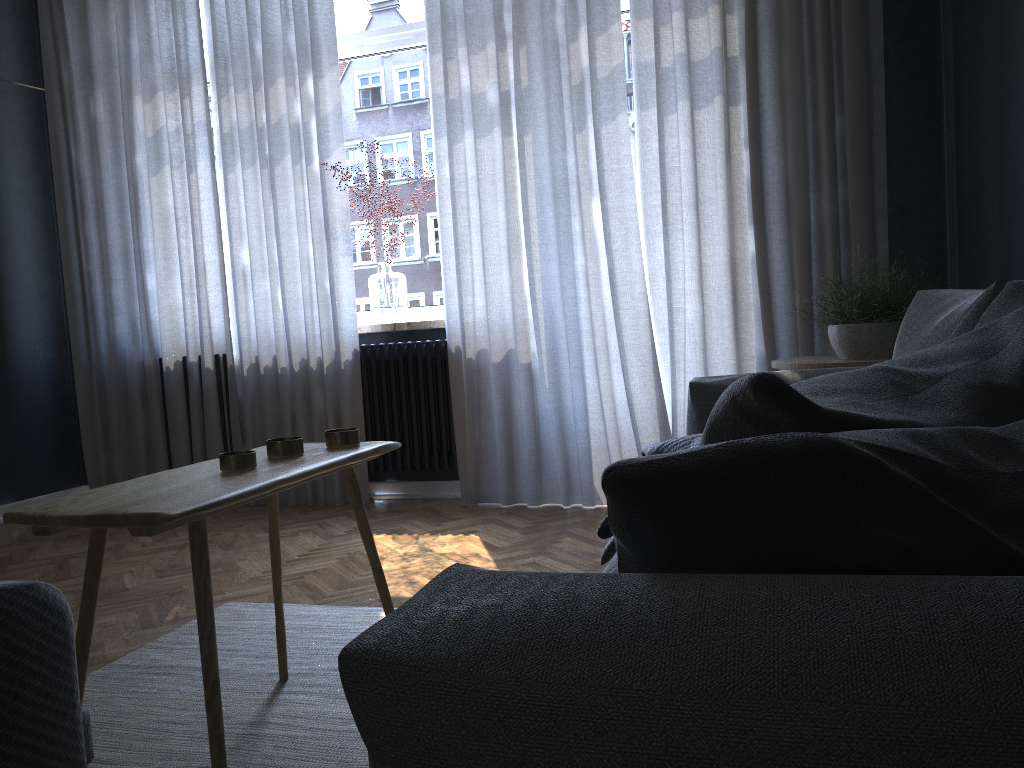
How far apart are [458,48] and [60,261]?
2.5 meters

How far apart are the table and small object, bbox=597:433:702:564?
0.5 meters

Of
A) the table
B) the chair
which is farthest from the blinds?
the chair

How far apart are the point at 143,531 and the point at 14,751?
0.5 meters

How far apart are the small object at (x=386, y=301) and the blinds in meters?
0.1

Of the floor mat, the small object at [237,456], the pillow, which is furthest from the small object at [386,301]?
the pillow

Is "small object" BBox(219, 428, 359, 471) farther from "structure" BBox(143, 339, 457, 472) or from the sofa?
"structure" BBox(143, 339, 457, 472)

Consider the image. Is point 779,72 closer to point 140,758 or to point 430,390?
point 430,390

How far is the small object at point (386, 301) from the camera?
4.2 meters

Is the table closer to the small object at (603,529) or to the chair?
the chair
